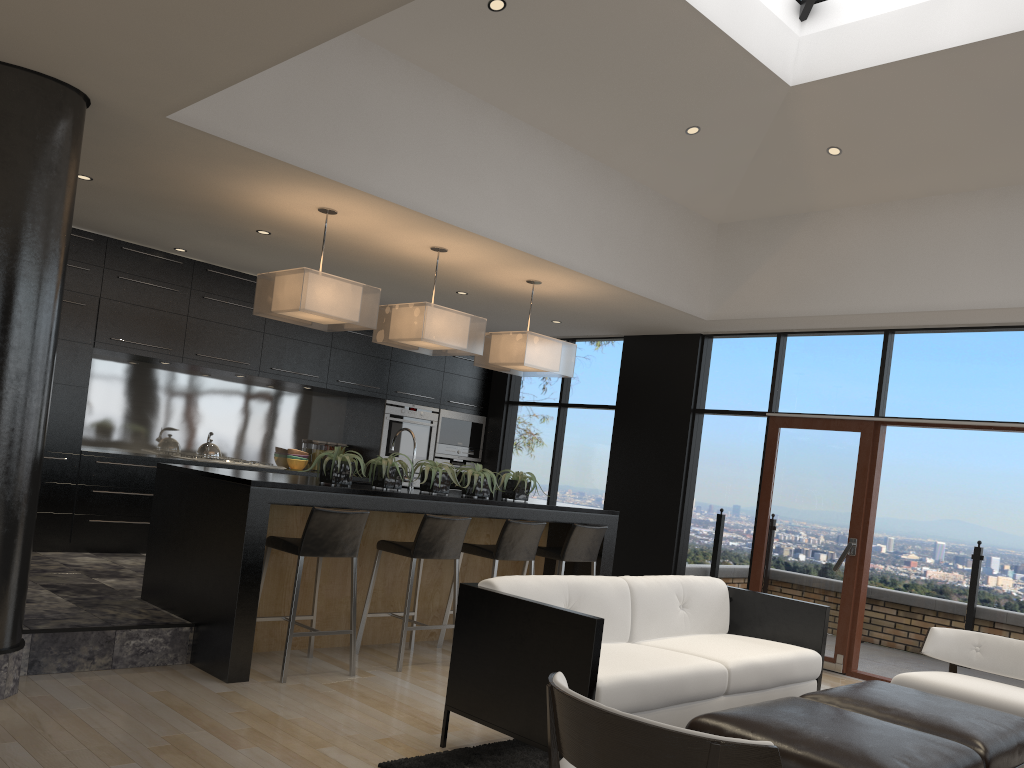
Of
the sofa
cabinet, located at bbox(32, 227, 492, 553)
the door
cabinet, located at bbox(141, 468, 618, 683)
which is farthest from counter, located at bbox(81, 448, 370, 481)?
the door

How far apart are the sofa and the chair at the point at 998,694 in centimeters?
42cm

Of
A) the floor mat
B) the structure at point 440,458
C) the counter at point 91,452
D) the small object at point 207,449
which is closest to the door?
the structure at point 440,458

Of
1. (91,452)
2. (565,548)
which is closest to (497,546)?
(565,548)

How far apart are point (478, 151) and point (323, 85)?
1.16m

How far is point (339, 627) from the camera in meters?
5.7 m

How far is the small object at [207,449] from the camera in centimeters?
785cm

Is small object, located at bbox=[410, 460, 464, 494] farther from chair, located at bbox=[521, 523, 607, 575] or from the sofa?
the sofa

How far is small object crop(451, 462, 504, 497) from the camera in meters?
6.0

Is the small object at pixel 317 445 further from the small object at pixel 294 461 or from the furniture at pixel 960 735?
the furniture at pixel 960 735
